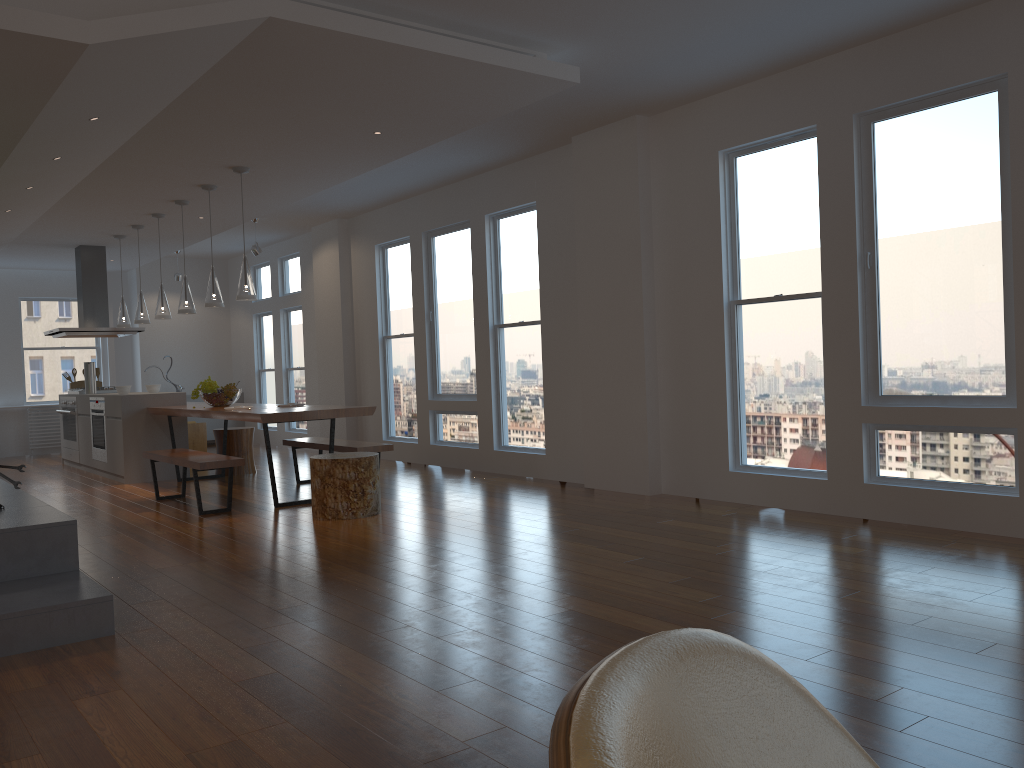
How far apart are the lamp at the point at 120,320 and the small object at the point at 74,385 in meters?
1.6

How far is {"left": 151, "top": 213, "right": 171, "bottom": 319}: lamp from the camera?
8.34m

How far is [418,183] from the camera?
8.3 meters

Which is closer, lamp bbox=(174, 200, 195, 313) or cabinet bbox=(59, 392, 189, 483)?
lamp bbox=(174, 200, 195, 313)

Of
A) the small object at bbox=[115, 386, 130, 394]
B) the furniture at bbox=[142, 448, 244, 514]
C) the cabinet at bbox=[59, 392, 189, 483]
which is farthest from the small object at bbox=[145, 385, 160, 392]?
the furniture at bbox=[142, 448, 244, 514]

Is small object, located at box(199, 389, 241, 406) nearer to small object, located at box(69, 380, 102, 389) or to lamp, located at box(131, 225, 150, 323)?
lamp, located at box(131, 225, 150, 323)

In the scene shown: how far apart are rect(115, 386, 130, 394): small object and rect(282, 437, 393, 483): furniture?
2.0m

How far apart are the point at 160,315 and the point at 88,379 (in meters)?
2.08

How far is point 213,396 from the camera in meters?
7.7 m

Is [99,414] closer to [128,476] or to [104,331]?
[128,476]
